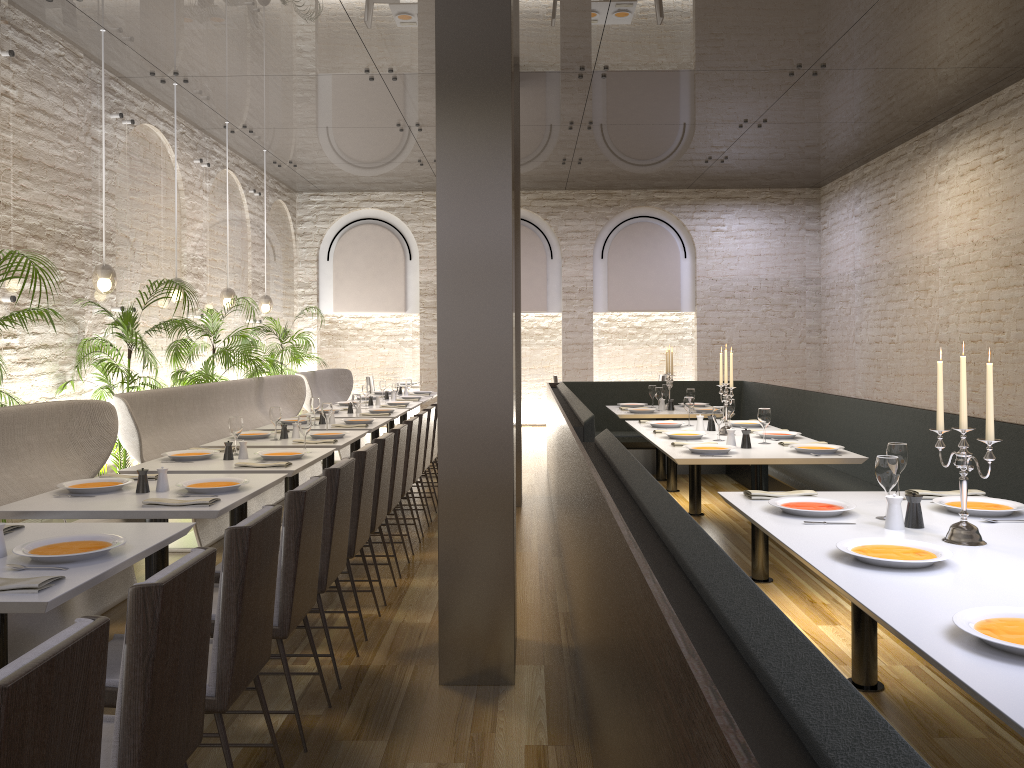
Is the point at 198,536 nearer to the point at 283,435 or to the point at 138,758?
the point at 283,435

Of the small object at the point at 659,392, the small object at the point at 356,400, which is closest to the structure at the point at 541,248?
the small object at the point at 659,392

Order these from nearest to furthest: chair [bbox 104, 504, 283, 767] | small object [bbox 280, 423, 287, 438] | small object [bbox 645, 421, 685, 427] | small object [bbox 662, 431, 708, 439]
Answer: chair [bbox 104, 504, 283, 767], small object [bbox 662, 431, 708, 439], small object [bbox 280, 423, 287, 438], small object [bbox 645, 421, 685, 427]

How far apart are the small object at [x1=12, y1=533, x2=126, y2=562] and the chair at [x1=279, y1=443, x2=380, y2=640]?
1.47m

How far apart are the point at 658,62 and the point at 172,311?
5.32m

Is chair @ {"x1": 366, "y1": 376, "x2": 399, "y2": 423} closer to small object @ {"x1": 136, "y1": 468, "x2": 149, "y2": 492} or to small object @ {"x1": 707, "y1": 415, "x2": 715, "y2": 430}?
small object @ {"x1": 707, "y1": 415, "x2": 715, "y2": 430}

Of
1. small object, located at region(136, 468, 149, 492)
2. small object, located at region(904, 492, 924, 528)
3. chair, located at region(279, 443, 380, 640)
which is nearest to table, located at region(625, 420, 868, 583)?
chair, located at region(279, 443, 380, 640)

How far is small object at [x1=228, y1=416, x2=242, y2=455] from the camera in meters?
5.3

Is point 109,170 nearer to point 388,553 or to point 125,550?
point 388,553

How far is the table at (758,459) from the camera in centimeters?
505cm
